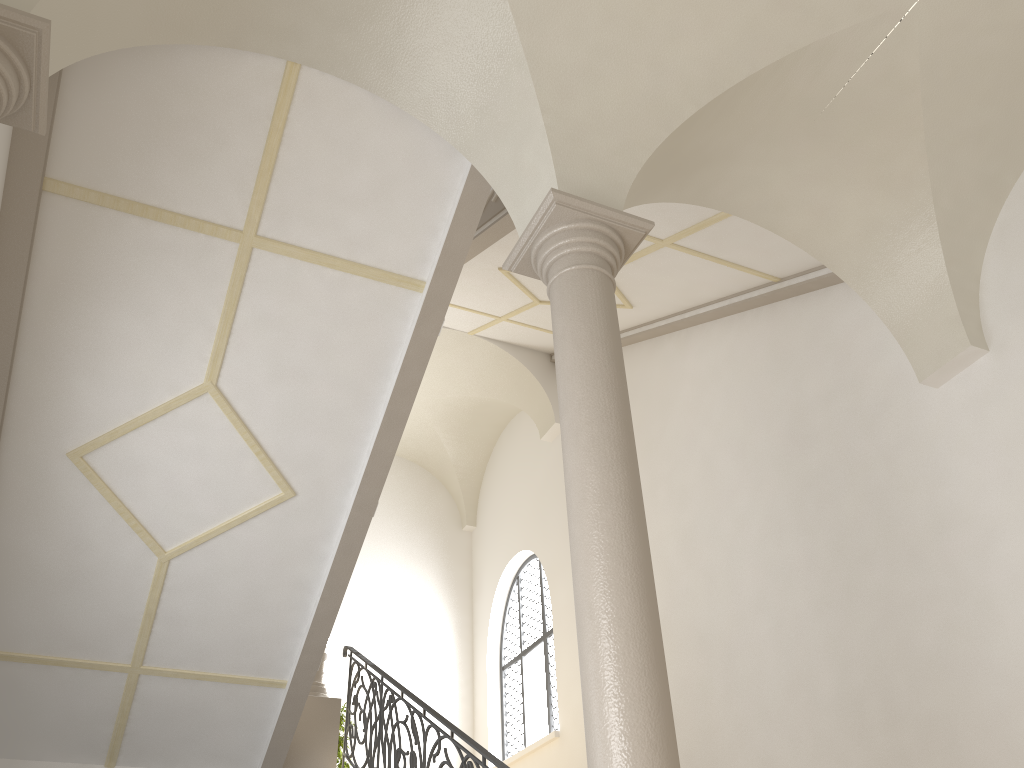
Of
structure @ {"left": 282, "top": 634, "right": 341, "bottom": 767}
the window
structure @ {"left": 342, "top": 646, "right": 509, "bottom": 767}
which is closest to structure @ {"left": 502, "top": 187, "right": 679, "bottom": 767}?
structure @ {"left": 342, "top": 646, "right": 509, "bottom": 767}

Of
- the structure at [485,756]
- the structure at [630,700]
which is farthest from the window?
the structure at [630,700]

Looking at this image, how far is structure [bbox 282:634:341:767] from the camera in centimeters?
884cm

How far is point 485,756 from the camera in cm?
Answer: 579

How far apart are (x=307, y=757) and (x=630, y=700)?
6.3 meters

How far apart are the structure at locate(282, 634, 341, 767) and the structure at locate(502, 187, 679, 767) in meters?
5.8

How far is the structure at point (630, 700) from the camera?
3.62m

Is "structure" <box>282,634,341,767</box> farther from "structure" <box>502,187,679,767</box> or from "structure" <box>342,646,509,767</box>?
"structure" <box>502,187,679,767</box>

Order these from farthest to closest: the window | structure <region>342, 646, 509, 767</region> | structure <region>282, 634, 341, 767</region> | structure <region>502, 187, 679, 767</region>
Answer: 1. the window
2. structure <region>282, 634, 341, 767</region>
3. structure <region>342, 646, 509, 767</region>
4. structure <region>502, 187, 679, 767</region>

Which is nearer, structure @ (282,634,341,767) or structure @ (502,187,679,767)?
structure @ (502,187,679,767)
